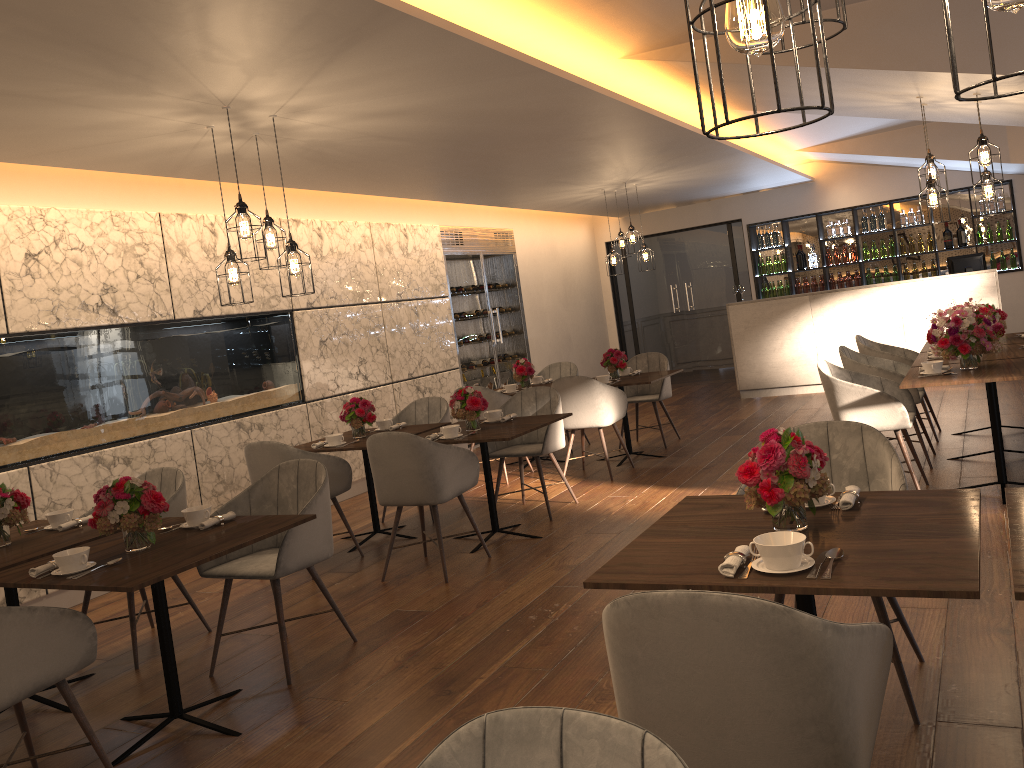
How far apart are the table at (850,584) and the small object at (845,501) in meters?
0.0

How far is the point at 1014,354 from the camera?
5.71m

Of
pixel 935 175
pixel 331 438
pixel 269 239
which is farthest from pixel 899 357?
pixel 269 239

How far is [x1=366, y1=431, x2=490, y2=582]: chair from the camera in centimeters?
493cm

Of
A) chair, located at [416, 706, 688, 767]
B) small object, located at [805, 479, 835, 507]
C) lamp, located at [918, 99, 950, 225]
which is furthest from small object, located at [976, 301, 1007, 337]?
chair, located at [416, 706, 688, 767]

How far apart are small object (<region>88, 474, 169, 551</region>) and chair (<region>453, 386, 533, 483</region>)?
4.23m

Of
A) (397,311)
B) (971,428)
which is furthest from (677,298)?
(971,428)

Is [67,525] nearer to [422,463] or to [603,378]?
[422,463]

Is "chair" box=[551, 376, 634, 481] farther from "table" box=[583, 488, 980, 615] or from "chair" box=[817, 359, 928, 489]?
"table" box=[583, 488, 980, 615]

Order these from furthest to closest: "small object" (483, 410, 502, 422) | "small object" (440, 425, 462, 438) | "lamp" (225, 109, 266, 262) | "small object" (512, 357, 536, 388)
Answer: "small object" (512, 357, 536, 388), "small object" (483, 410, 502, 422), "small object" (440, 425, 462, 438), "lamp" (225, 109, 266, 262)
